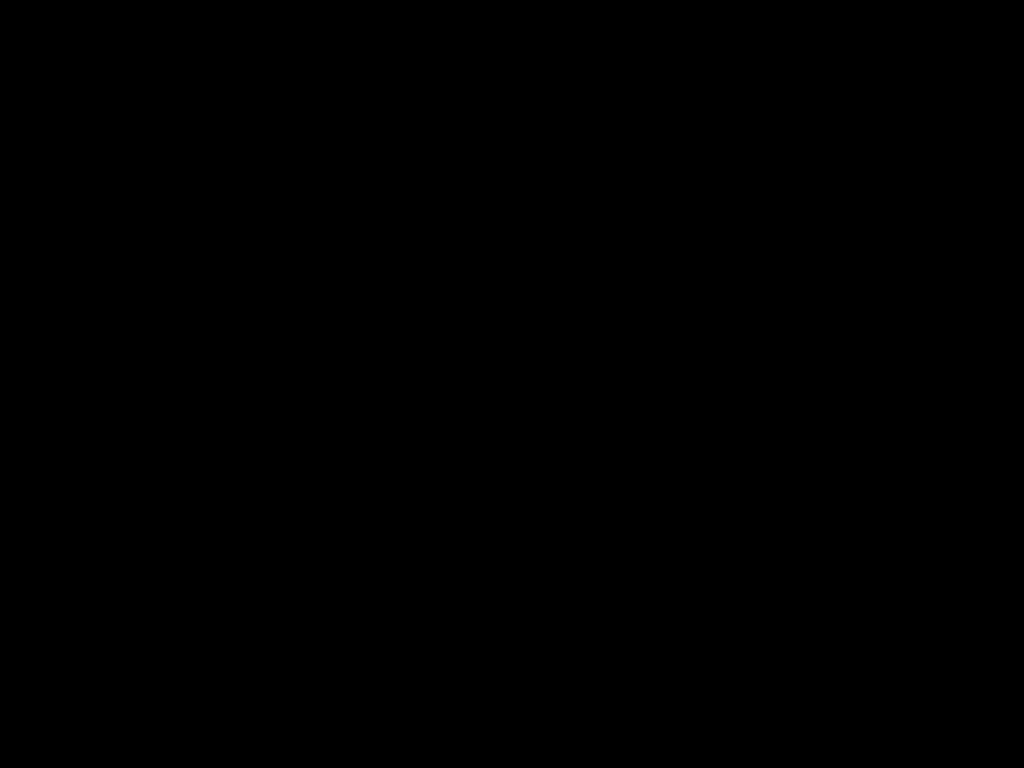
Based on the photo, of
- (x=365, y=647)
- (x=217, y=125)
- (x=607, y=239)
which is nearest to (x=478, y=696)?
(x=607, y=239)

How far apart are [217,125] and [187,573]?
0.19m
